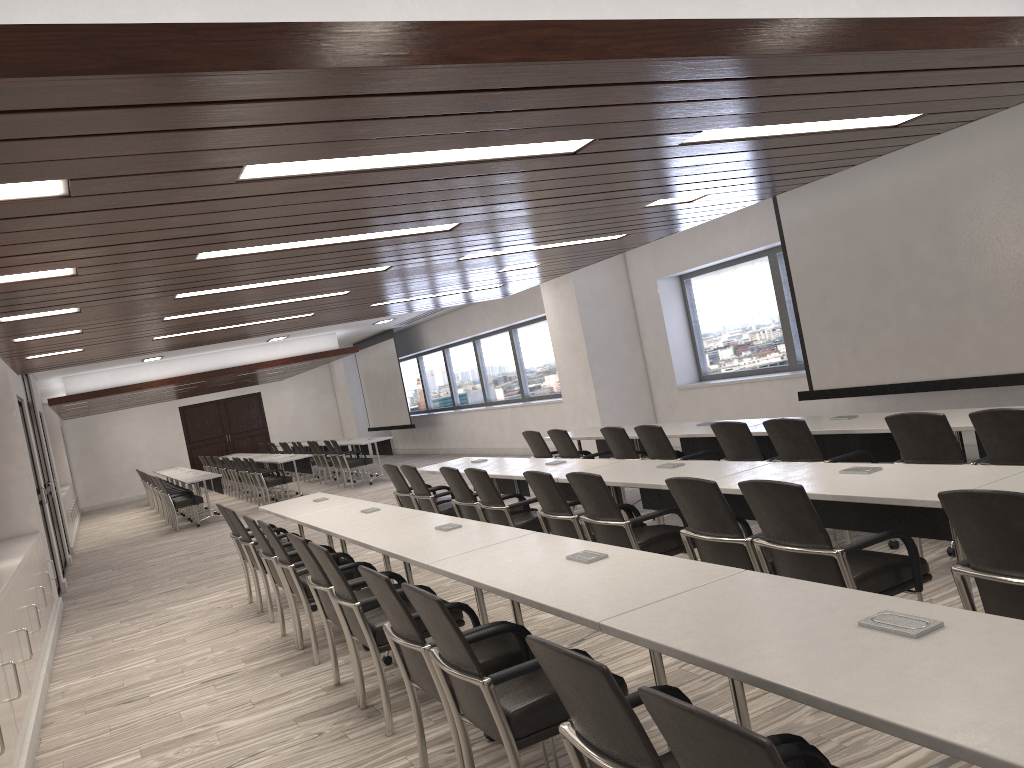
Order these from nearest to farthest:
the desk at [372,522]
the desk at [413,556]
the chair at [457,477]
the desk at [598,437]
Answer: the desk at [413,556] < the desk at [372,522] < the chair at [457,477] < the desk at [598,437]

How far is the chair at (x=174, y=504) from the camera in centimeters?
1473cm

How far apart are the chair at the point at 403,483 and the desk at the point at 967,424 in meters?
4.4

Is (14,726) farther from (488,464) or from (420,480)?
(488,464)

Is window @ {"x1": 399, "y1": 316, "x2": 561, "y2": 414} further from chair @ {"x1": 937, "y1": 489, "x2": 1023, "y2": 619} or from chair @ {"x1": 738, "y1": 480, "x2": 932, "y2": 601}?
chair @ {"x1": 937, "y1": 489, "x2": 1023, "y2": 619}

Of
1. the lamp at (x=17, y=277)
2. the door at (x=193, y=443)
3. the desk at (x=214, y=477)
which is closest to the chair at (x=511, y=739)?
the lamp at (x=17, y=277)

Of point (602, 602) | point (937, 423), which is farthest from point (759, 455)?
point (602, 602)

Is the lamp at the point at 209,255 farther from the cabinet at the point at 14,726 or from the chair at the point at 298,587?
the cabinet at the point at 14,726

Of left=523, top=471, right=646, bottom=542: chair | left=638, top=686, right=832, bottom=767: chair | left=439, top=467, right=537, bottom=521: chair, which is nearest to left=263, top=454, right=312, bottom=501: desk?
left=439, top=467, right=537, bottom=521: chair

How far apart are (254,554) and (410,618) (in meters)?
3.98
